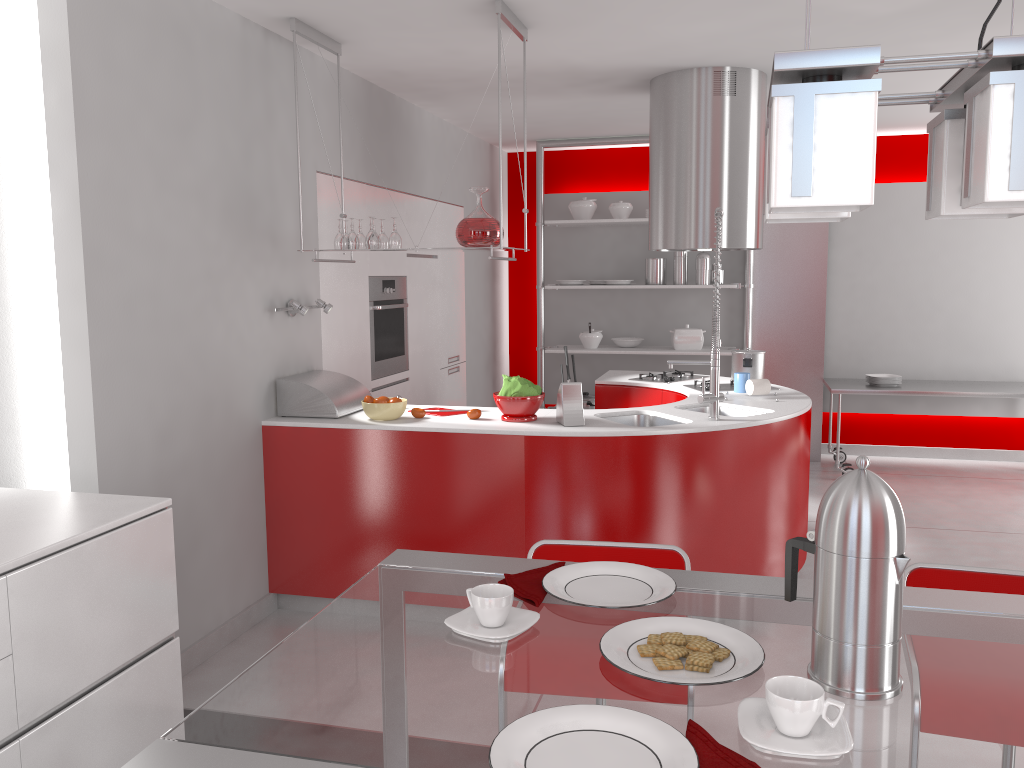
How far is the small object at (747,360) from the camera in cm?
486

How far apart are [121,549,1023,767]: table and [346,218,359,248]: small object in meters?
2.5

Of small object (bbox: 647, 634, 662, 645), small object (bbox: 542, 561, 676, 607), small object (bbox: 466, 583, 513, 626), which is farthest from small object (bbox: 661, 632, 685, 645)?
small object (bbox: 466, 583, 513, 626)

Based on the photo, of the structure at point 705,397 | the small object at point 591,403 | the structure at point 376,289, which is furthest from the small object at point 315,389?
the small object at point 591,403

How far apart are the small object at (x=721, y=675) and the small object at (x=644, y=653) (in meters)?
0.01

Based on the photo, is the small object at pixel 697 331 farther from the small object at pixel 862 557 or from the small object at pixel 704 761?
the small object at pixel 704 761

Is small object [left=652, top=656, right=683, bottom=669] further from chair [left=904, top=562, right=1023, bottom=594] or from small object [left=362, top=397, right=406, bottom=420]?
small object [left=362, top=397, right=406, bottom=420]

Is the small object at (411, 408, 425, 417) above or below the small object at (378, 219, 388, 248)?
below

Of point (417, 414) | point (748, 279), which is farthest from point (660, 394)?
point (748, 279)

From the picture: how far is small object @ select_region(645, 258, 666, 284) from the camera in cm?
692
